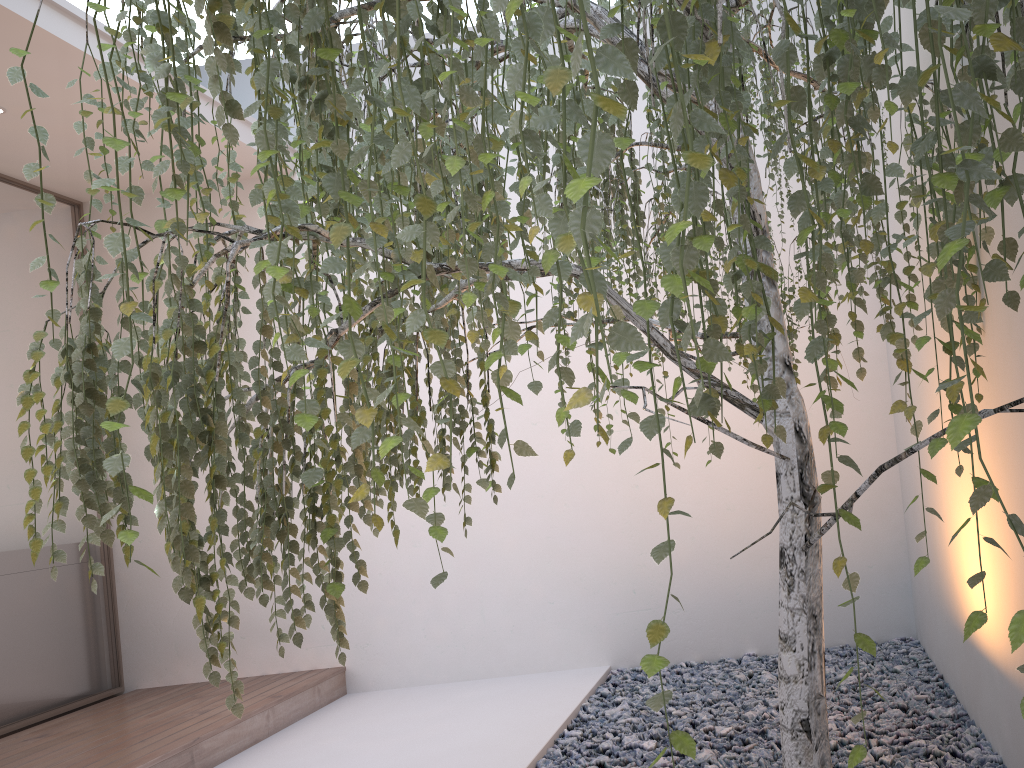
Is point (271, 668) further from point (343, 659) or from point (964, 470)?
point (964, 470)

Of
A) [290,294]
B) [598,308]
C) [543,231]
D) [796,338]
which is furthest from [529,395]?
[598,308]

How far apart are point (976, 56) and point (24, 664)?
4.67m

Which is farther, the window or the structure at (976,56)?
the window

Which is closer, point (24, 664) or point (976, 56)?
point (976, 56)

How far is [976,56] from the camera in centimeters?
68cm

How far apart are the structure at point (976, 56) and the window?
2.8m

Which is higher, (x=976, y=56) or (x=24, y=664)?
(x=976, y=56)

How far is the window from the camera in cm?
415
